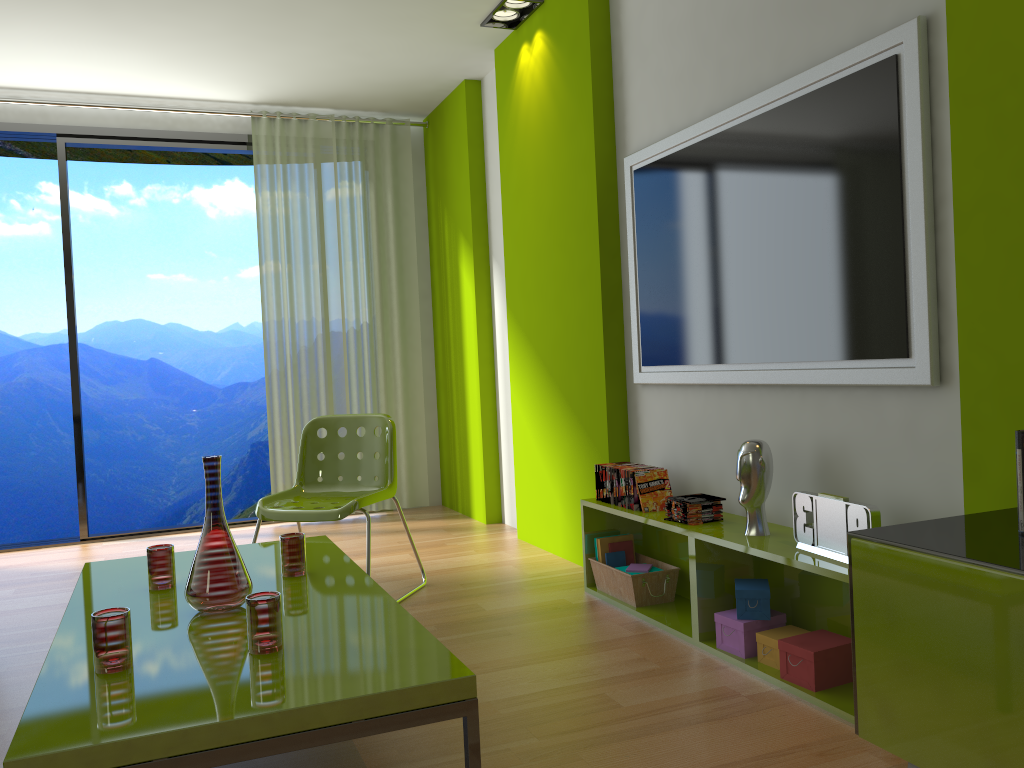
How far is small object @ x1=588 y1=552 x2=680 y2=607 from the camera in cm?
329

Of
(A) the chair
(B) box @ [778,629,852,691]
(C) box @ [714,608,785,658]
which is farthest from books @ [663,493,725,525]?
(A) the chair

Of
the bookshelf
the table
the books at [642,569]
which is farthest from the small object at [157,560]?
the books at [642,569]

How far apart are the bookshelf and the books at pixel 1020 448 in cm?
63

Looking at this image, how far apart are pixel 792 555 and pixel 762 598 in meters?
0.3 m

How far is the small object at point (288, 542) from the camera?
2.6 meters

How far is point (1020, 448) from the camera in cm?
166

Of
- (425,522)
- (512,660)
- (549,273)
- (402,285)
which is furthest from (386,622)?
(402,285)

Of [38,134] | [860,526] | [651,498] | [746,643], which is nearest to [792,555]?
[860,526]

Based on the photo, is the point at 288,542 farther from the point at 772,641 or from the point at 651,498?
the point at 772,641
